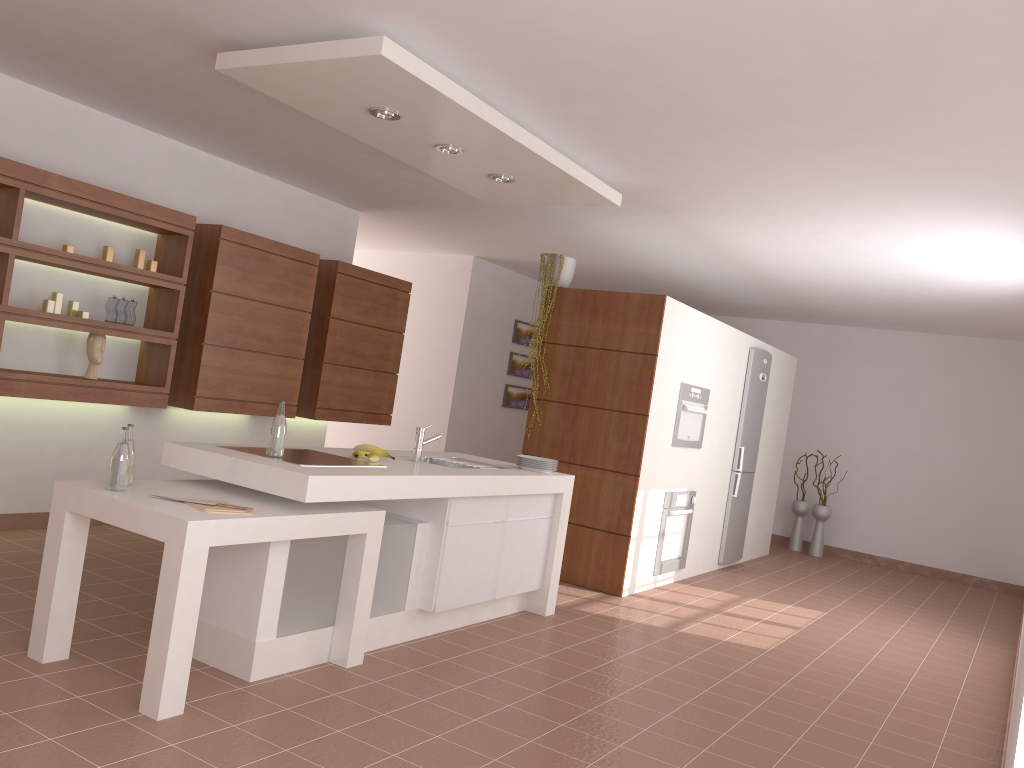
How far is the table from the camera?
2.9 meters

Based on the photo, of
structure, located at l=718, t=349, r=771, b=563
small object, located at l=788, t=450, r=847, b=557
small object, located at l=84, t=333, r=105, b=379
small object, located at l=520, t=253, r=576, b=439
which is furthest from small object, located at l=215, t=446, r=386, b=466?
small object, located at l=788, t=450, r=847, b=557

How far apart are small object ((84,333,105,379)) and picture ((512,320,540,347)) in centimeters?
501cm

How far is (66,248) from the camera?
4.8 meters

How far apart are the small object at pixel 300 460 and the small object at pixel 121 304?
1.98m

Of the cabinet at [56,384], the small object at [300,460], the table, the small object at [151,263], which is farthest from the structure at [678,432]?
the small object at [151,263]

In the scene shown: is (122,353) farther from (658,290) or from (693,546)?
(658,290)

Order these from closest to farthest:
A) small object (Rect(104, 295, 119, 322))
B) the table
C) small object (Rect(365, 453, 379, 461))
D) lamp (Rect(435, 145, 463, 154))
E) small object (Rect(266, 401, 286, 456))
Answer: the table, small object (Rect(266, 401, 286, 456)), small object (Rect(365, 453, 379, 461)), lamp (Rect(435, 145, 463, 154)), small object (Rect(104, 295, 119, 322))

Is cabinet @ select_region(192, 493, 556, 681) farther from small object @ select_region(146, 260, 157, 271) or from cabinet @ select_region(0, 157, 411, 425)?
small object @ select_region(146, 260, 157, 271)

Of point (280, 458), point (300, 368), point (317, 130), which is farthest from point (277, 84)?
point (300, 368)
